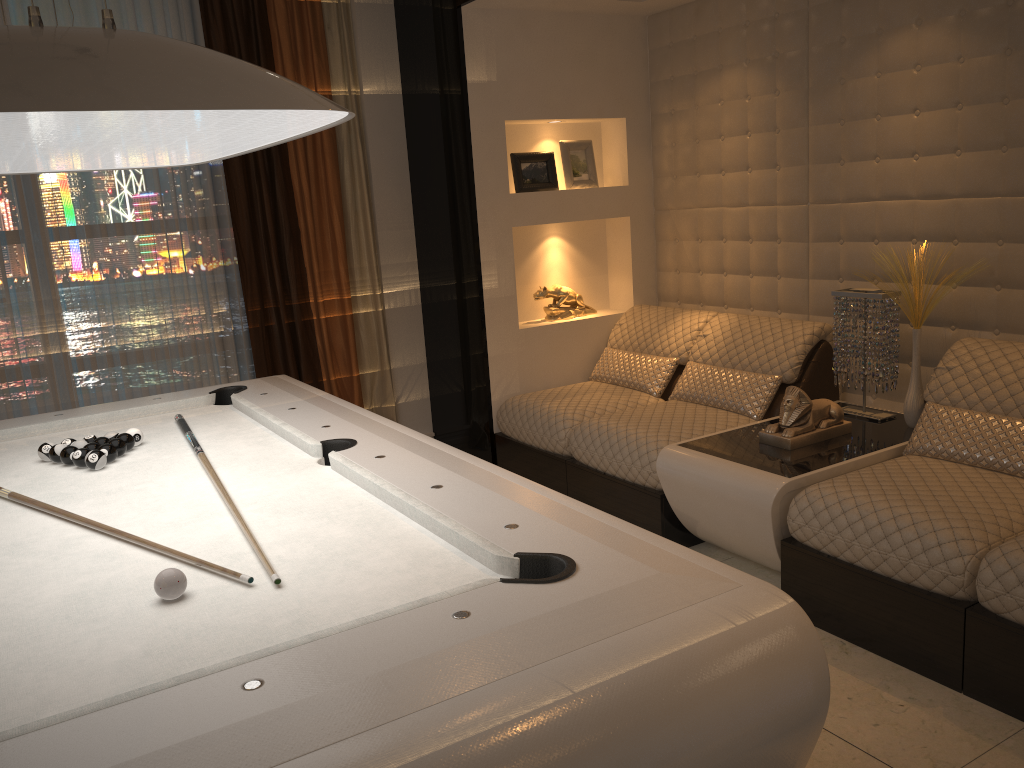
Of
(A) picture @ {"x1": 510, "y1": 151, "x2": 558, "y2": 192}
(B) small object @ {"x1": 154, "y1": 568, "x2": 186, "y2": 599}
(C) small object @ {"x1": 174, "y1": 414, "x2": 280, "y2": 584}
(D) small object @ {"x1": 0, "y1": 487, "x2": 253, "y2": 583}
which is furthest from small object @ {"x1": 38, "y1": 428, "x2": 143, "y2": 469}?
(A) picture @ {"x1": 510, "y1": 151, "x2": 558, "y2": 192}

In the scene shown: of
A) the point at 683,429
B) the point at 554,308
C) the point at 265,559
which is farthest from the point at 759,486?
the point at 554,308

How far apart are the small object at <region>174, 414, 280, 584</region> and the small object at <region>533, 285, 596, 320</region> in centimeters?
224cm

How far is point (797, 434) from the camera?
3.3m

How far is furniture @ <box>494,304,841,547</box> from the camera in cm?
364

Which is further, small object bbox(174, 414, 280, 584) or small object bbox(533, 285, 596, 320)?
small object bbox(533, 285, 596, 320)

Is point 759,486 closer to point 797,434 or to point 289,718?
point 797,434

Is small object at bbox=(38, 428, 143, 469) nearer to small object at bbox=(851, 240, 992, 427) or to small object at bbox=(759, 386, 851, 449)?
small object at bbox=(759, 386, 851, 449)

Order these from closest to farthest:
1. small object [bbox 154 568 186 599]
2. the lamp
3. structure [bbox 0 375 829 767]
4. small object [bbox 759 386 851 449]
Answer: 1. structure [bbox 0 375 829 767]
2. the lamp
3. small object [bbox 154 568 186 599]
4. small object [bbox 759 386 851 449]

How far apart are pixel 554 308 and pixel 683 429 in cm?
136
